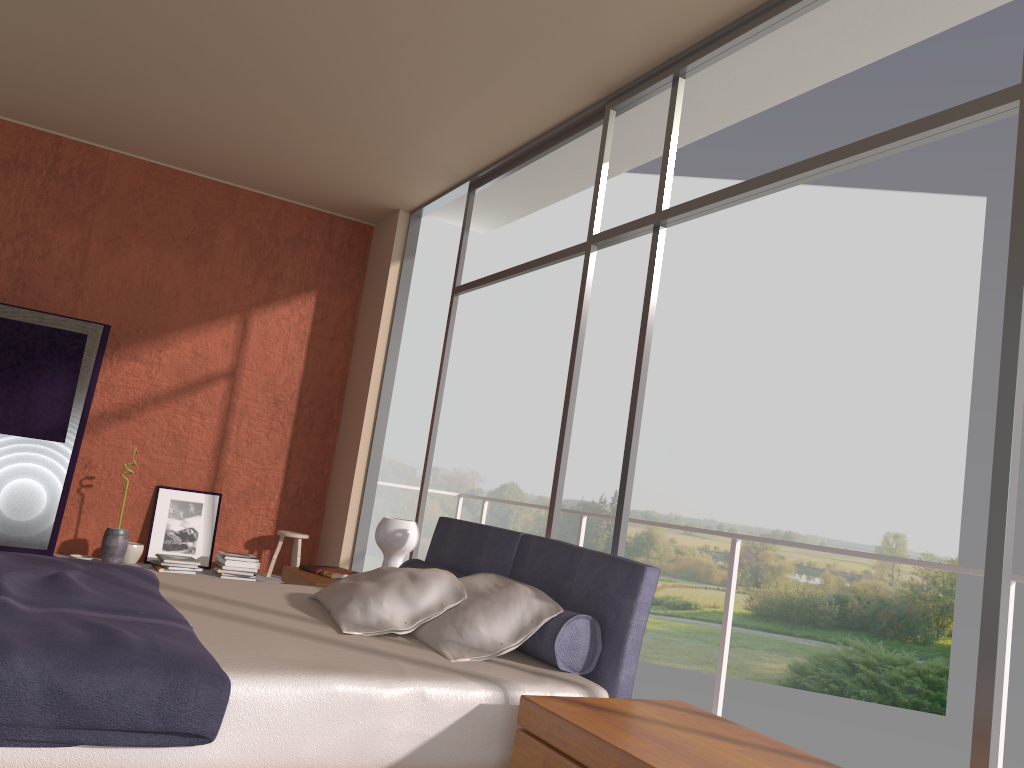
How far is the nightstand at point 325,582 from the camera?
4.3m

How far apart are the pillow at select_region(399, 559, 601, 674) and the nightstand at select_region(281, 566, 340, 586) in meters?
0.4 m

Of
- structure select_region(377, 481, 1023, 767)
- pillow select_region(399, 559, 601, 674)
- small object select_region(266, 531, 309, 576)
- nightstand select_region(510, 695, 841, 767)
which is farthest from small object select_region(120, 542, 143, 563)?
nightstand select_region(510, 695, 841, 767)

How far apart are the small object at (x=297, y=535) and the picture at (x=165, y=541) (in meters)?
0.51

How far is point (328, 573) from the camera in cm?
449

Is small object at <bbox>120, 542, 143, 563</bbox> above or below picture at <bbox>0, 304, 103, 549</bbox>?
below

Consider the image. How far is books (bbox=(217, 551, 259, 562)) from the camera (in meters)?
6.15

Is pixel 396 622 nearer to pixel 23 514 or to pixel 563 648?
pixel 563 648

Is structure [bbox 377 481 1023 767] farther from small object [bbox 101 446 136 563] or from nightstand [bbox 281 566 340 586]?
small object [bbox 101 446 136 563]

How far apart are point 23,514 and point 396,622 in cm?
374
